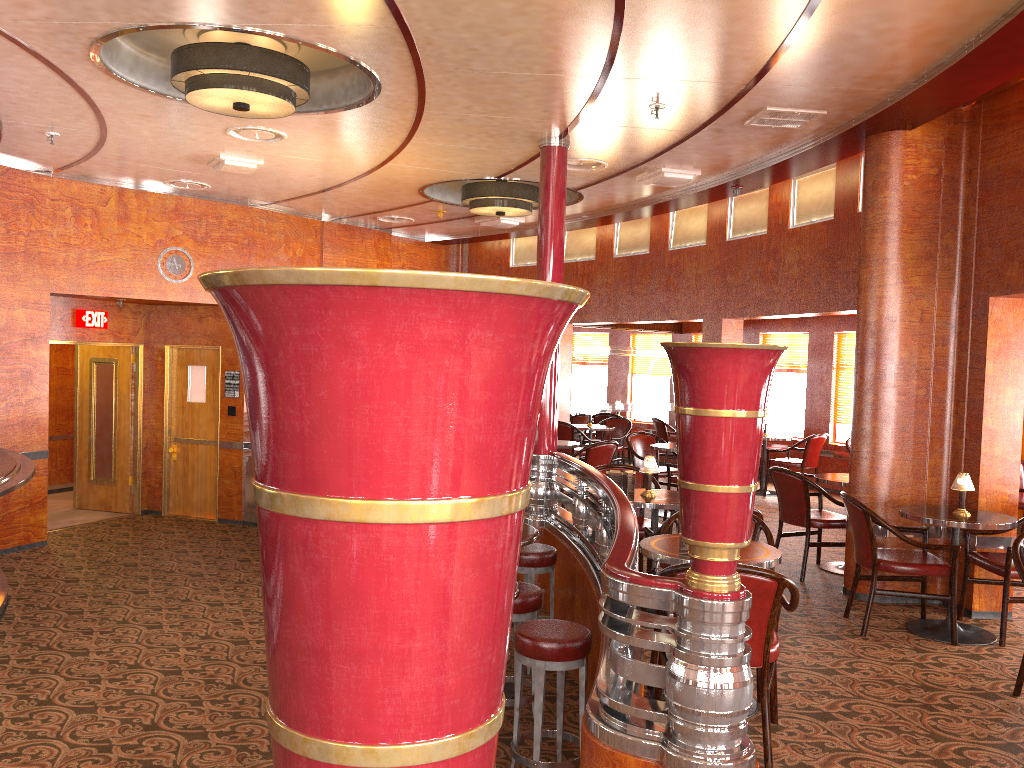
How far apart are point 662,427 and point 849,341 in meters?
2.7

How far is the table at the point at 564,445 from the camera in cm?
884

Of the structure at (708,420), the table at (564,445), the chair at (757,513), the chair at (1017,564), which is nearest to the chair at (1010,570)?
the chair at (1017,564)

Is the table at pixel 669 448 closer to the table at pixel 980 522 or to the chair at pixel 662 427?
the chair at pixel 662 427

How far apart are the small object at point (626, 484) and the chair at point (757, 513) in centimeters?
35cm

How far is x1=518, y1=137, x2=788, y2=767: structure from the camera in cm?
264

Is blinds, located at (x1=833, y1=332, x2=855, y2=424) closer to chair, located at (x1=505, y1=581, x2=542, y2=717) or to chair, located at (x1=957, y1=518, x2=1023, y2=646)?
chair, located at (x1=957, y1=518, x2=1023, y2=646)

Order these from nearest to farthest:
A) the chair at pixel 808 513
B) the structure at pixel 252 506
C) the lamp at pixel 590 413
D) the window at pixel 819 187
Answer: the chair at pixel 808 513
the window at pixel 819 187
the structure at pixel 252 506
the lamp at pixel 590 413

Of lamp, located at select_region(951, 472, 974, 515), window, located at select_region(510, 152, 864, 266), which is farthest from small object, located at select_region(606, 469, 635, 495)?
window, located at select_region(510, 152, 864, 266)

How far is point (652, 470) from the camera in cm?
559
